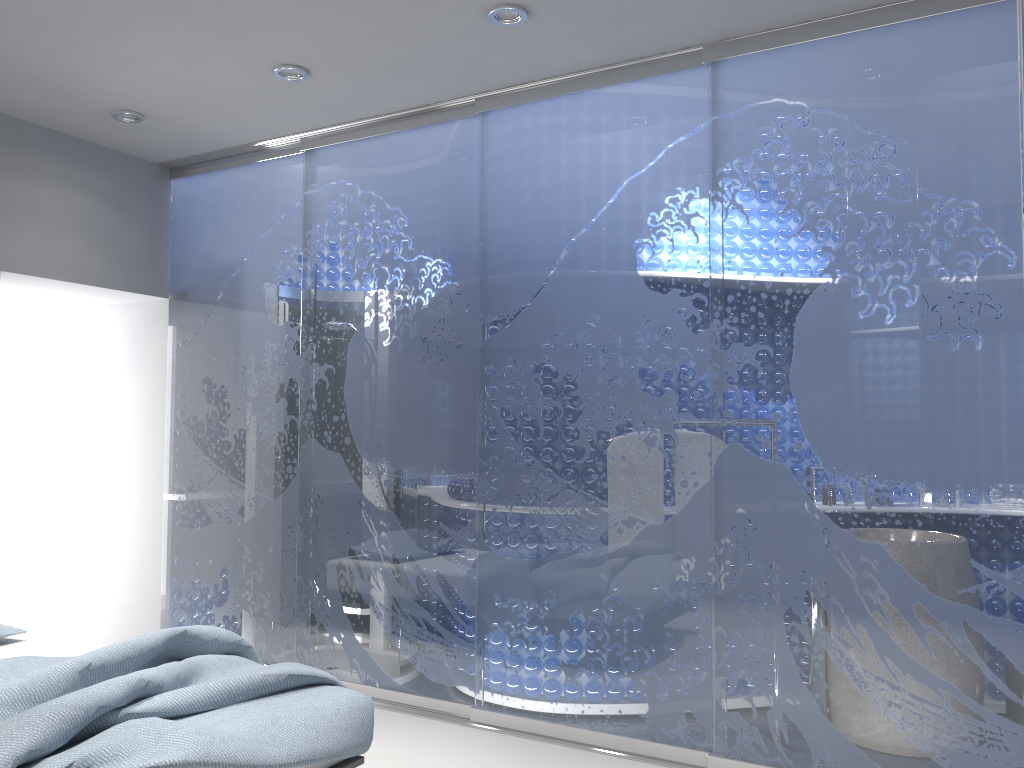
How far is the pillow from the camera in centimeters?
343cm

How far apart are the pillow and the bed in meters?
0.0 m

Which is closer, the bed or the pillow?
the bed

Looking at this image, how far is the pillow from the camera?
3.4m

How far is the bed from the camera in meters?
2.1 m

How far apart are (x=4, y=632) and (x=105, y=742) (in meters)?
1.67

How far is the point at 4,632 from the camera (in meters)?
3.43

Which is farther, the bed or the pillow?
the pillow

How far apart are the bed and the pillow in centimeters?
4cm
